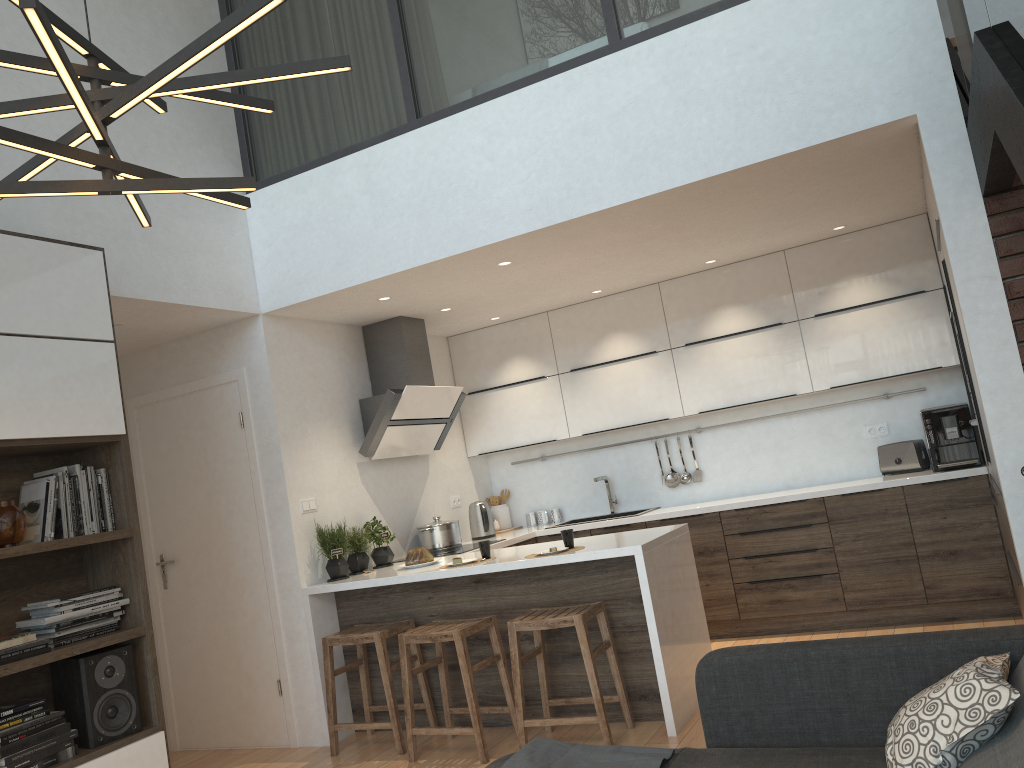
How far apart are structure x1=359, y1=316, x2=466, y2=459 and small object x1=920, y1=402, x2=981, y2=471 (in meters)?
2.93

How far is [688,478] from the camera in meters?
6.4 m

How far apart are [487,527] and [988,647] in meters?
4.3 m

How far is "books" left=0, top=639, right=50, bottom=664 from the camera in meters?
3.1 m

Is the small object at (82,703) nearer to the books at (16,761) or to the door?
the books at (16,761)

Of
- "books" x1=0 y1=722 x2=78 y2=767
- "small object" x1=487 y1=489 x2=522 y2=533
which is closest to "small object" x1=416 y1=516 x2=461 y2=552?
"small object" x1=487 y1=489 x2=522 y2=533

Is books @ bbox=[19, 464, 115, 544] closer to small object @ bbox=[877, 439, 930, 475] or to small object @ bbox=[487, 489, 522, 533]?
small object @ bbox=[487, 489, 522, 533]

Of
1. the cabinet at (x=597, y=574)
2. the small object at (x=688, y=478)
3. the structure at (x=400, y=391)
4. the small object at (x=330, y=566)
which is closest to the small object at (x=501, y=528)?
the cabinet at (x=597, y=574)

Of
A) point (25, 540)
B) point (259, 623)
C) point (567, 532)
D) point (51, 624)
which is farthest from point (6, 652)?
point (567, 532)

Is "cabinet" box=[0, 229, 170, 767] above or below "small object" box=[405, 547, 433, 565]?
above
